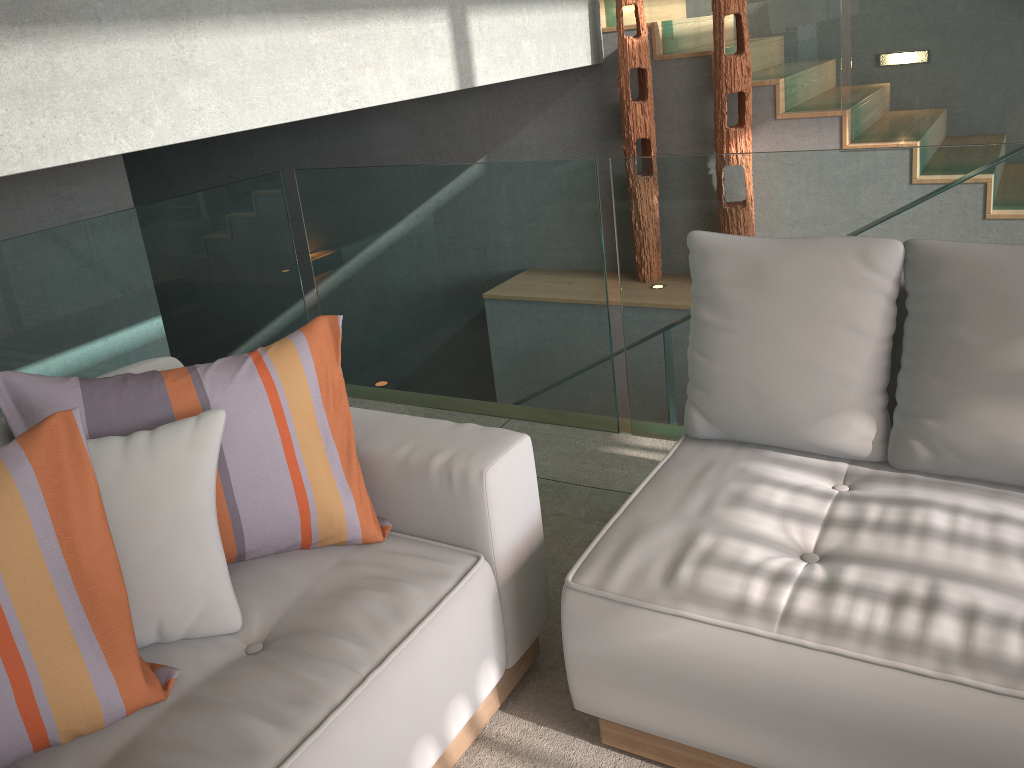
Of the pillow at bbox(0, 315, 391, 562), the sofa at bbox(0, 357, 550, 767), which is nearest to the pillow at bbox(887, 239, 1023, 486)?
the sofa at bbox(0, 357, 550, 767)

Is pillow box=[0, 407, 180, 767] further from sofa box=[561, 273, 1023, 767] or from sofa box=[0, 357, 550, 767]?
sofa box=[561, 273, 1023, 767]

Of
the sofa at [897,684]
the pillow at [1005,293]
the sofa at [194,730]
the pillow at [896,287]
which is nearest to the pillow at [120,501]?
the sofa at [194,730]

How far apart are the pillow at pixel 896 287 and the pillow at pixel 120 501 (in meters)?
1.08

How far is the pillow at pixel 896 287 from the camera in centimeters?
192cm

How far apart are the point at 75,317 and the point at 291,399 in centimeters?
140cm

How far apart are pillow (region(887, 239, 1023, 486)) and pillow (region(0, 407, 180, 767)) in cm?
152

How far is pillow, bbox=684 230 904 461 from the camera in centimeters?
192cm

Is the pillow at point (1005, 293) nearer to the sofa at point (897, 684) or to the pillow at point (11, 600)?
the sofa at point (897, 684)

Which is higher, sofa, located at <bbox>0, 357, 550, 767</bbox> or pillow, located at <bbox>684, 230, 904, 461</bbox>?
pillow, located at <bbox>684, 230, 904, 461</bbox>
